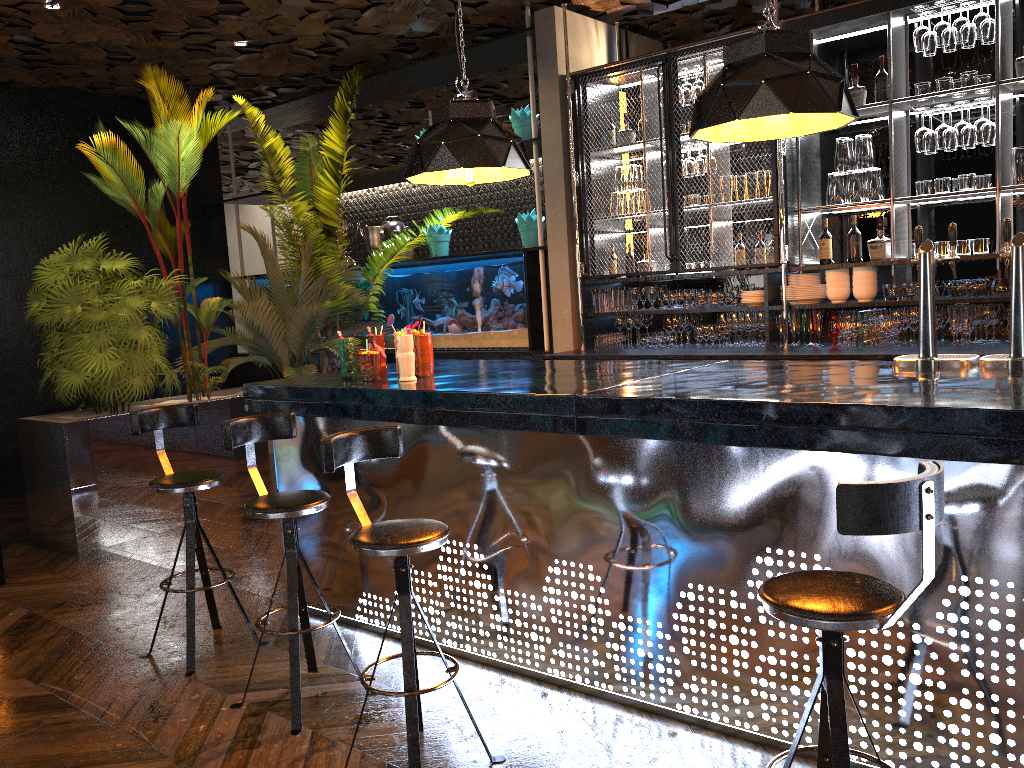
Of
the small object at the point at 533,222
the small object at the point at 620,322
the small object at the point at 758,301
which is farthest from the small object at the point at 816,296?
the small object at the point at 533,222

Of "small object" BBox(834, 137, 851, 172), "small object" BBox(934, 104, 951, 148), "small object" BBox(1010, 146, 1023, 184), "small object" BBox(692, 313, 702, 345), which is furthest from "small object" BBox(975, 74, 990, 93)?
"small object" BBox(692, 313, 702, 345)

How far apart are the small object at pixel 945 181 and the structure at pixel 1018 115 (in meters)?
0.10

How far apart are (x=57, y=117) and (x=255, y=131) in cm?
287

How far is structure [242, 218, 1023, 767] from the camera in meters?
2.5

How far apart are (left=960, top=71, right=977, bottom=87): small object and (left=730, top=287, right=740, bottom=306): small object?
1.8m

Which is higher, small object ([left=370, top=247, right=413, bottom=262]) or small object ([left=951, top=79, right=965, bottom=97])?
small object ([left=951, top=79, right=965, bottom=97])

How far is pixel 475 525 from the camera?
3.63m

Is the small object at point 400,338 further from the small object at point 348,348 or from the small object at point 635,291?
the small object at point 635,291

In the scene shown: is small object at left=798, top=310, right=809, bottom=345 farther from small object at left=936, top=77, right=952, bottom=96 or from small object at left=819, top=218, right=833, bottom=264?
small object at left=936, top=77, right=952, bottom=96
